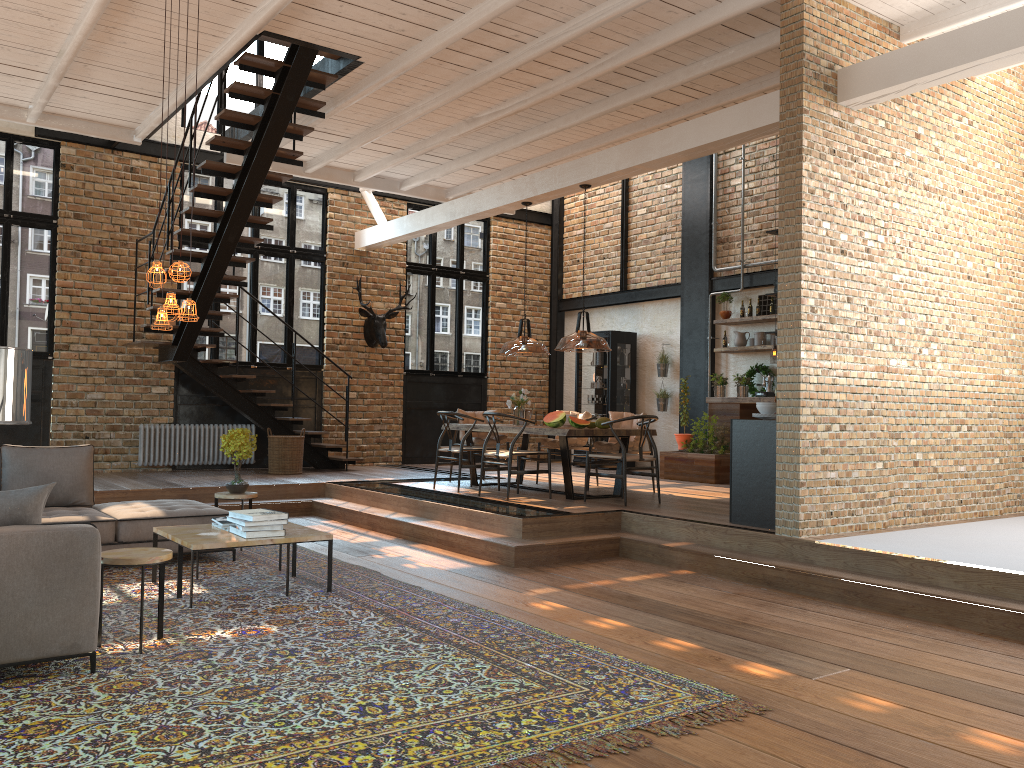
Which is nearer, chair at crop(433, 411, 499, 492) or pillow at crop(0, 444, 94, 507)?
pillow at crop(0, 444, 94, 507)

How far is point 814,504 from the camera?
6.5m

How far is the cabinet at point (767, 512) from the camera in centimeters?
689cm

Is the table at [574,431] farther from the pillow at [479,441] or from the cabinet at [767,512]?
the cabinet at [767,512]

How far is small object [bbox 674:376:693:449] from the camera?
11.7m

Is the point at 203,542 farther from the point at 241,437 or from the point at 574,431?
the point at 574,431

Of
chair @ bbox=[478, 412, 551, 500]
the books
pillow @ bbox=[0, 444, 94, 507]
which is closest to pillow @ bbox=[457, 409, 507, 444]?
chair @ bbox=[478, 412, 551, 500]

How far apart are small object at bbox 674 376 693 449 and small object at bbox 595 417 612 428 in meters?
3.2

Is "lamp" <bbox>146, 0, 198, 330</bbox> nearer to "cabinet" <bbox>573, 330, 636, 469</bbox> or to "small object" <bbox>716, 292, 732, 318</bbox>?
"small object" <bbox>716, 292, 732, 318</bbox>

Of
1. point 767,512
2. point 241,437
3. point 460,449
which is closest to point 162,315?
point 241,437
